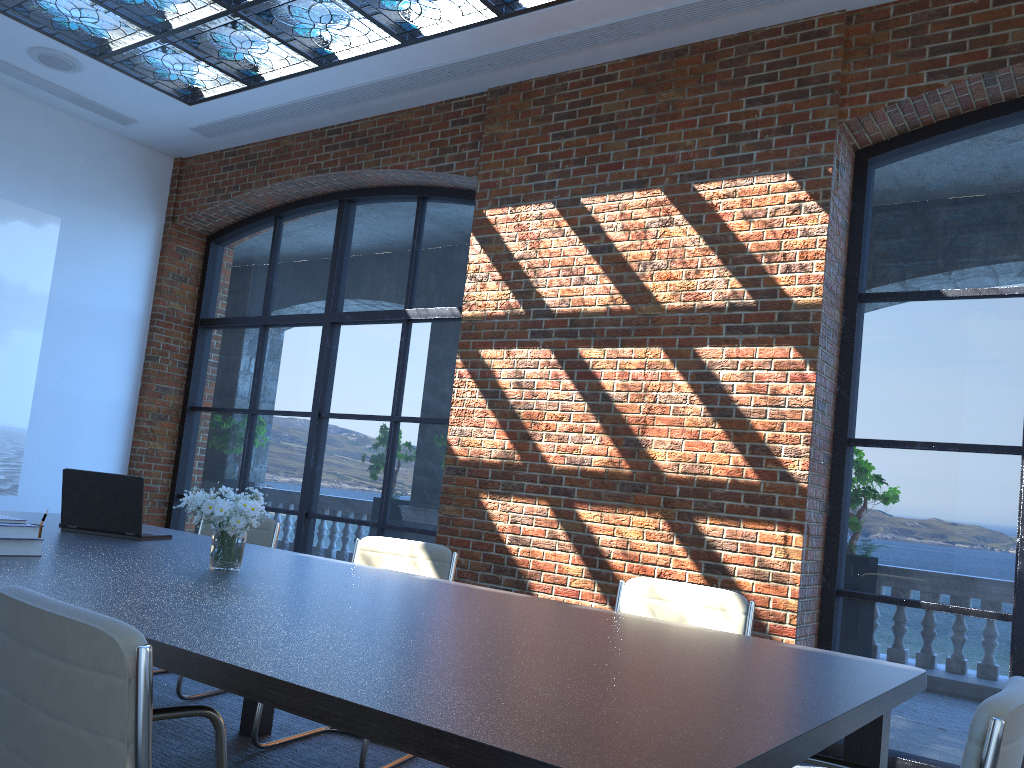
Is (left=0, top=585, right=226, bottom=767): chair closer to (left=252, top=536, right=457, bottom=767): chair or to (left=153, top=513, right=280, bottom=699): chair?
(left=252, top=536, right=457, bottom=767): chair

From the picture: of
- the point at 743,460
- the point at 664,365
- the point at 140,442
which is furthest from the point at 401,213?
the point at 743,460

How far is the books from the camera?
2.8 meters

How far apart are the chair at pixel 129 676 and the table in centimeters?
17cm

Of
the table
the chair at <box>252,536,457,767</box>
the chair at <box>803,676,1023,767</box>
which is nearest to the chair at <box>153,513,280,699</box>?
the table

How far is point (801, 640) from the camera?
4.5 meters

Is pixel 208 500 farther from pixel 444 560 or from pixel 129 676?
pixel 129 676

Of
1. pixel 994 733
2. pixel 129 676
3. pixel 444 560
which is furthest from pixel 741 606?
pixel 129 676

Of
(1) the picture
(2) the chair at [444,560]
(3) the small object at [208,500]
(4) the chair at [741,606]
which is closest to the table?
(3) the small object at [208,500]

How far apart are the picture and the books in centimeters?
492cm
